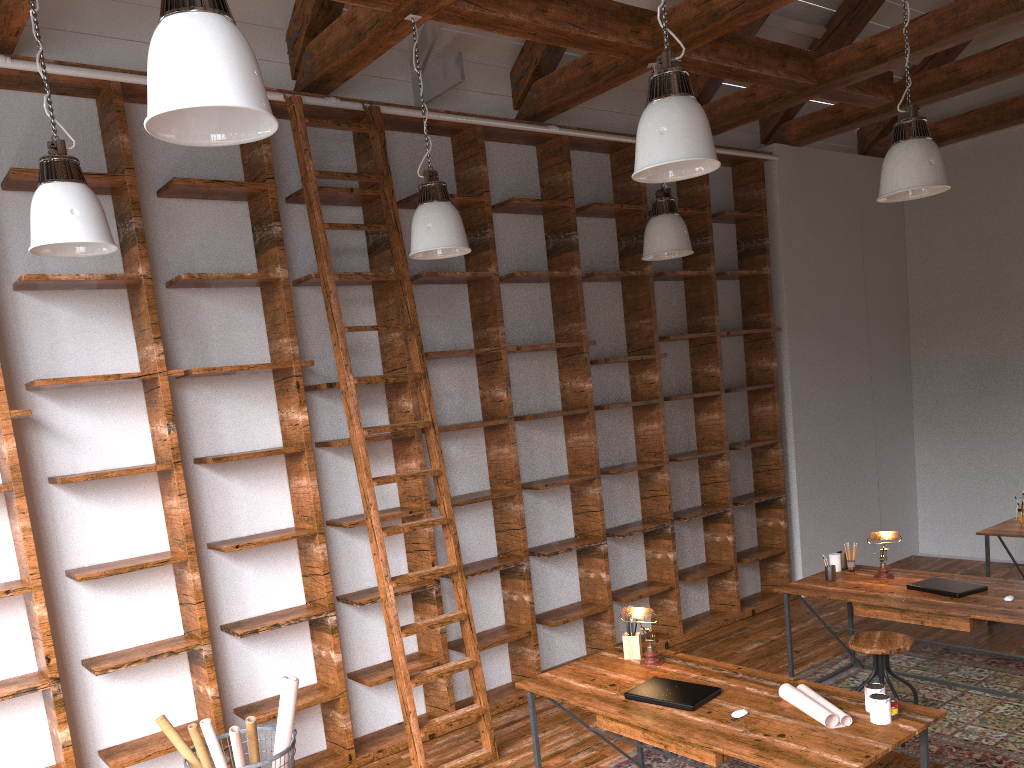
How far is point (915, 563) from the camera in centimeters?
783cm

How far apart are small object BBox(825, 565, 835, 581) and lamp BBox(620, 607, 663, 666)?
1.6m

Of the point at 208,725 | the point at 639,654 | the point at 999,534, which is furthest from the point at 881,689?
the point at 999,534

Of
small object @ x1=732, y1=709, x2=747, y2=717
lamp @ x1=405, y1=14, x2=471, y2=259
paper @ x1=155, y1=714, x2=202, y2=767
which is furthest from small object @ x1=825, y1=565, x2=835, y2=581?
paper @ x1=155, y1=714, x2=202, y2=767

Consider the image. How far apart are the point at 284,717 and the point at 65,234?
2.19m

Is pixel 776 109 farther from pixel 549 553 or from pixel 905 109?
pixel 549 553

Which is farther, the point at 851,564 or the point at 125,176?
the point at 851,564

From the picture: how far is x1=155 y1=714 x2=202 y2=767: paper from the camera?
3.80m

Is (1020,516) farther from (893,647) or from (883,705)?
(883,705)

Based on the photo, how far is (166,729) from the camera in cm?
380
